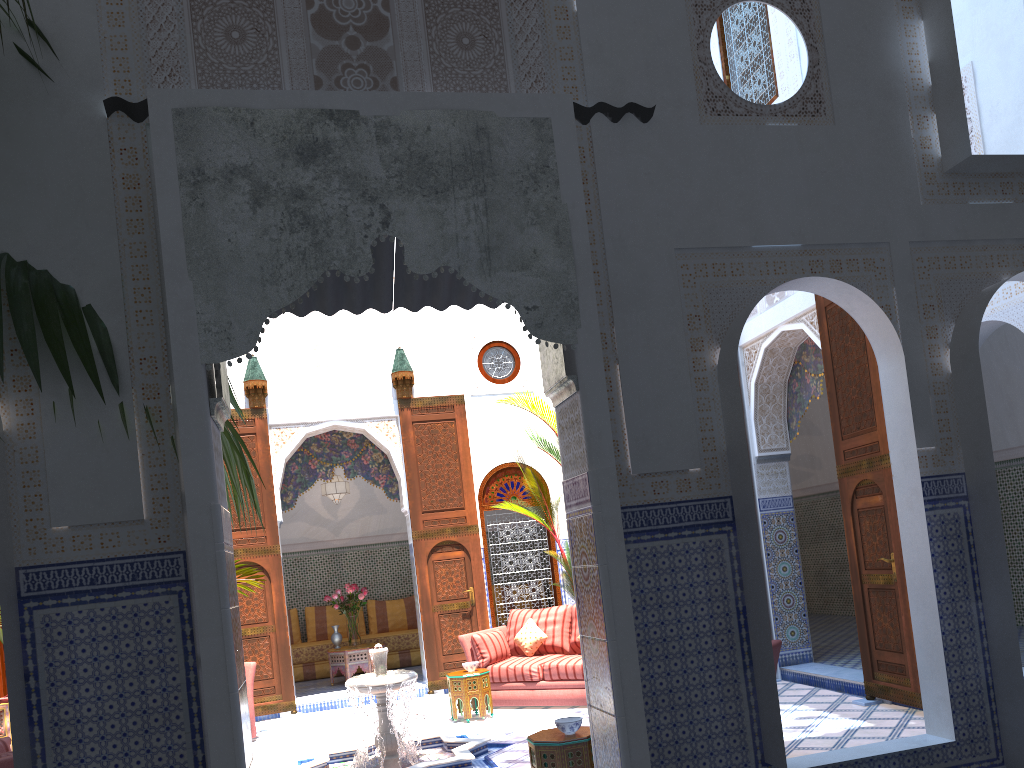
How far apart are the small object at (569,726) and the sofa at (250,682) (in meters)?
3.24

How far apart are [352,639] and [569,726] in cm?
494

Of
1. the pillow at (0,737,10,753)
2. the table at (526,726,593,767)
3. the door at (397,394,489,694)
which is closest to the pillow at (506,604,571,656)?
the door at (397,394,489,694)

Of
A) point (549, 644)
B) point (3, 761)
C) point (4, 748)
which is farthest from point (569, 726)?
point (549, 644)

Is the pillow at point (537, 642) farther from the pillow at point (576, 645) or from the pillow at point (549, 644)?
the pillow at point (576, 645)

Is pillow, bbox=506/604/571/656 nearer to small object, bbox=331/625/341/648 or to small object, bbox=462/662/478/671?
small object, bbox=462/662/478/671

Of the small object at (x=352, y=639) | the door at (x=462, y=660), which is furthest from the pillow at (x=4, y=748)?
the small object at (x=352, y=639)

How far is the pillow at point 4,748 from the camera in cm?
359

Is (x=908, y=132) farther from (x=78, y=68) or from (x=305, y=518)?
(x=305, y=518)

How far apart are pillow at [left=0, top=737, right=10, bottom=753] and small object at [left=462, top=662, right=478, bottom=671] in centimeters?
287cm
